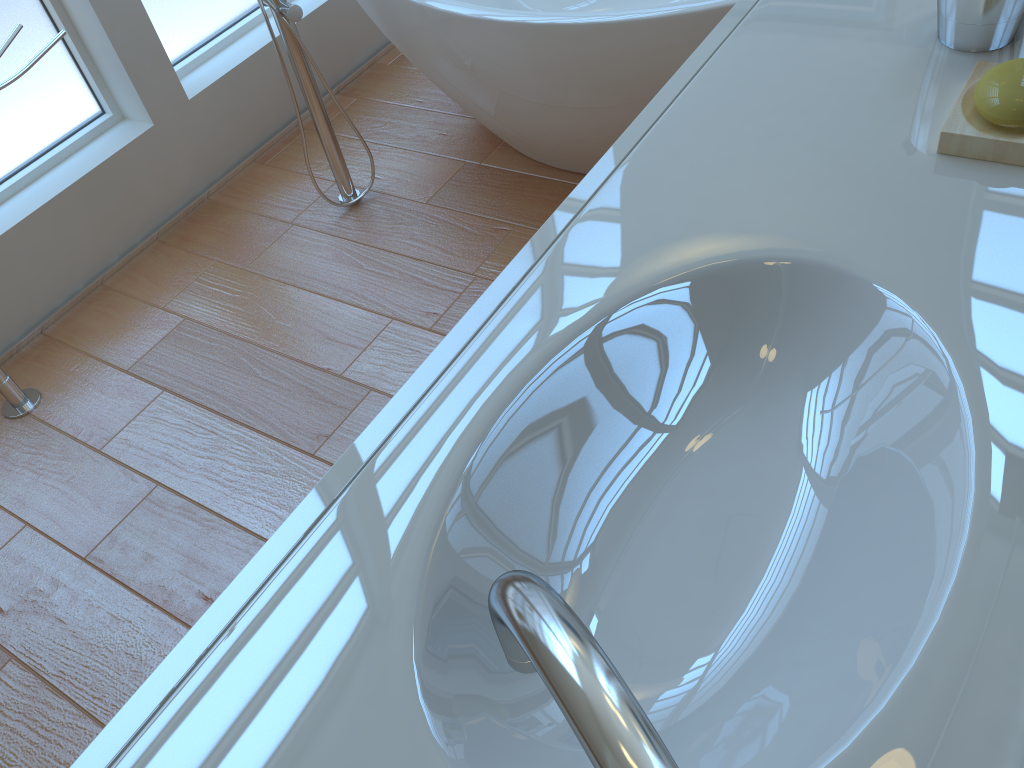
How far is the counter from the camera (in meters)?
0.50

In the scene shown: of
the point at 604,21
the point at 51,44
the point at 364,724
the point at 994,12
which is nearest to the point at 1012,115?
the point at 994,12

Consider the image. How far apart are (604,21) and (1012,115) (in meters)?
1.05

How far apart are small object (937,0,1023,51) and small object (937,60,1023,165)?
0.06m

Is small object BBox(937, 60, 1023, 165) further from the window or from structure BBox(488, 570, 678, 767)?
the window

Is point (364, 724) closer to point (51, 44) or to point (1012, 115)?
point (1012, 115)

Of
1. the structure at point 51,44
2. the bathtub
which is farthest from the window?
the bathtub

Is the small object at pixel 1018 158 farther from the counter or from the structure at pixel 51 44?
the structure at pixel 51 44

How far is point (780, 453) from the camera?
0.7 meters

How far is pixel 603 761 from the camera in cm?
20
